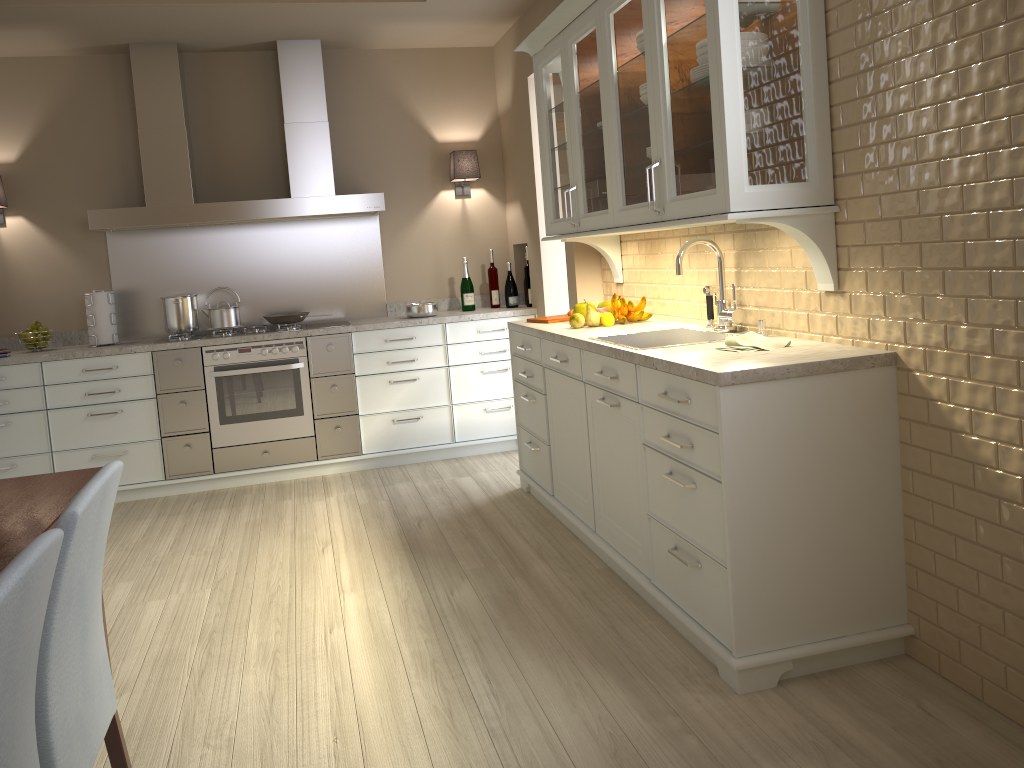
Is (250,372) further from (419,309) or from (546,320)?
(546,320)

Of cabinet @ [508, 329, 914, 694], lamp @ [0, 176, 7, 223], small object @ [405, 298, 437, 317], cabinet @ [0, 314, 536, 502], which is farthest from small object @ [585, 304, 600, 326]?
lamp @ [0, 176, 7, 223]

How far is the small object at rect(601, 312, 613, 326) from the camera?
3.6 meters

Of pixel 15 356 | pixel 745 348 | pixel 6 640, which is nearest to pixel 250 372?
pixel 15 356

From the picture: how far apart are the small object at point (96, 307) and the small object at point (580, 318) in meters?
2.7 m

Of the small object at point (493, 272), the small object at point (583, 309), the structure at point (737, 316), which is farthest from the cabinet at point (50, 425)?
the structure at point (737, 316)

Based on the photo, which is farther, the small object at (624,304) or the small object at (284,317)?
the small object at (284,317)

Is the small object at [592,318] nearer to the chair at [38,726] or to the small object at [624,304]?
the small object at [624,304]

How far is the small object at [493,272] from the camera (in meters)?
5.39

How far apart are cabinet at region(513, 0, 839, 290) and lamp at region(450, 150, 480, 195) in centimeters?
137cm
